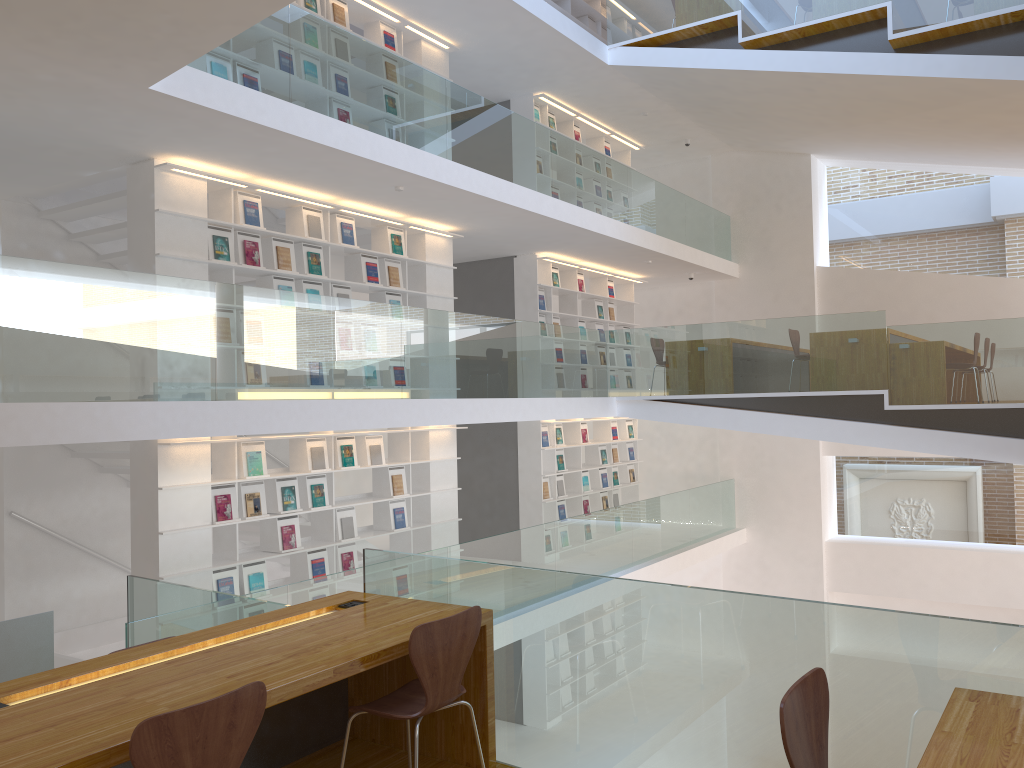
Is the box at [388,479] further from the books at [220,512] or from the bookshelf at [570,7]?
the bookshelf at [570,7]

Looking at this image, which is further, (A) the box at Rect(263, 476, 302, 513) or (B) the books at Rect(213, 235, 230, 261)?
(A) the box at Rect(263, 476, 302, 513)

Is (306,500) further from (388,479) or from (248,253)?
(248,253)

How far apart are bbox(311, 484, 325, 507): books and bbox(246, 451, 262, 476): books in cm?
65

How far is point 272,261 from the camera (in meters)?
7.55

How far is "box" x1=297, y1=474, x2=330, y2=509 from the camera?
7.78m

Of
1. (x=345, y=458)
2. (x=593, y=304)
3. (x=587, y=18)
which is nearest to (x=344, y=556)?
(x=345, y=458)

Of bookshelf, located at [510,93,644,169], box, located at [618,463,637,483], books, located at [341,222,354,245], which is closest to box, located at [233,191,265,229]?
books, located at [341,222,354,245]

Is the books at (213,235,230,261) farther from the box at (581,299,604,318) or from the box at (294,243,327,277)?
the box at (581,299,604,318)

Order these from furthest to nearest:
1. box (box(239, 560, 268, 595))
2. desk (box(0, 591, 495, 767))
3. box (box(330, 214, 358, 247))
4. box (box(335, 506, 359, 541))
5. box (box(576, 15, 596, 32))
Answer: box (box(576, 15, 596, 32)), box (box(330, 214, 358, 247)), box (box(335, 506, 359, 541)), box (box(239, 560, 268, 595)), desk (box(0, 591, 495, 767))
